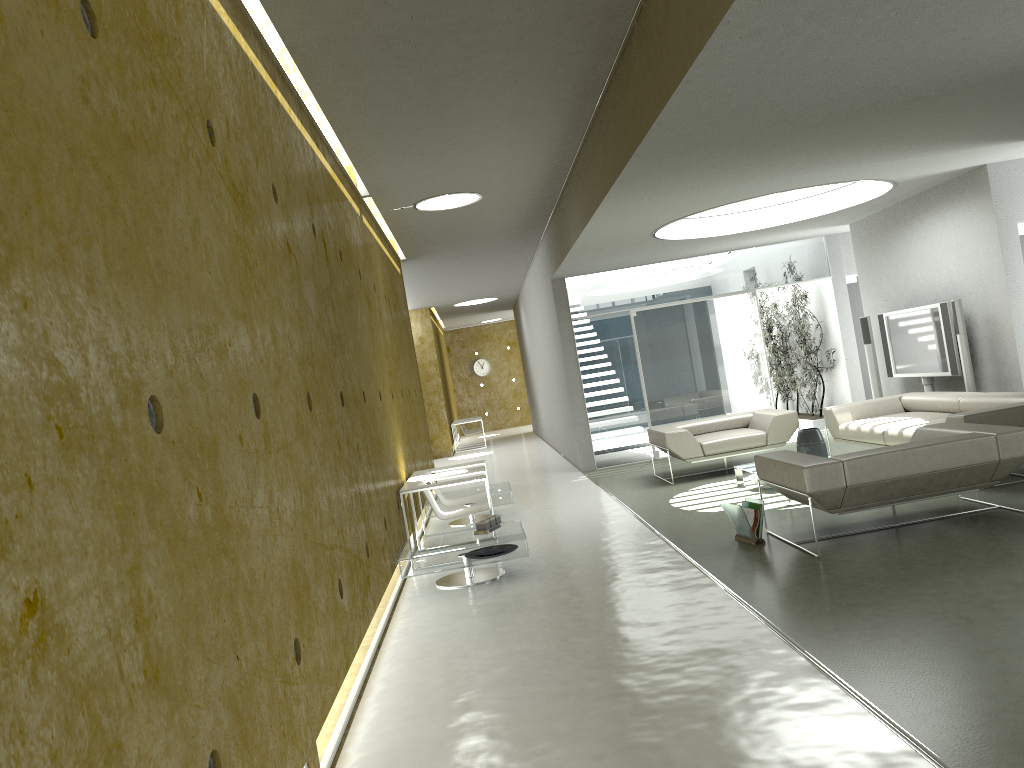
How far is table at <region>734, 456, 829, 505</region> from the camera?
8.4 meters

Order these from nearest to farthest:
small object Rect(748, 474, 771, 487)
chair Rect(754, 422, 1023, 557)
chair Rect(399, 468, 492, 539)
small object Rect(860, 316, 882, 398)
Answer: chair Rect(754, 422, 1023, 557), chair Rect(399, 468, 492, 539), small object Rect(748, 474, 771, 487), small object Rect(860, 316, 882, 398)

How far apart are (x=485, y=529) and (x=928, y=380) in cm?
594

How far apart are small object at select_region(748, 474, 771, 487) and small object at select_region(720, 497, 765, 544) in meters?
2.0

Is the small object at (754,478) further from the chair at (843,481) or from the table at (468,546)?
the table at (468,546)

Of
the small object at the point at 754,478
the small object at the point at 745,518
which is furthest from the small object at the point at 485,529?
the small object at the point at 754,478

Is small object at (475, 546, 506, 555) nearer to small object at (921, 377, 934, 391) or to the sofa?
the sofa

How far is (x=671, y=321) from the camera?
12.3 meters

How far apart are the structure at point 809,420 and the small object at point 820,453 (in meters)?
4.68

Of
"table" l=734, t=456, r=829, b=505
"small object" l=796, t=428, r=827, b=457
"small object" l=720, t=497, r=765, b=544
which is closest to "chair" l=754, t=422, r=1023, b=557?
"small object" l=720, t=497, r=765, b=544
